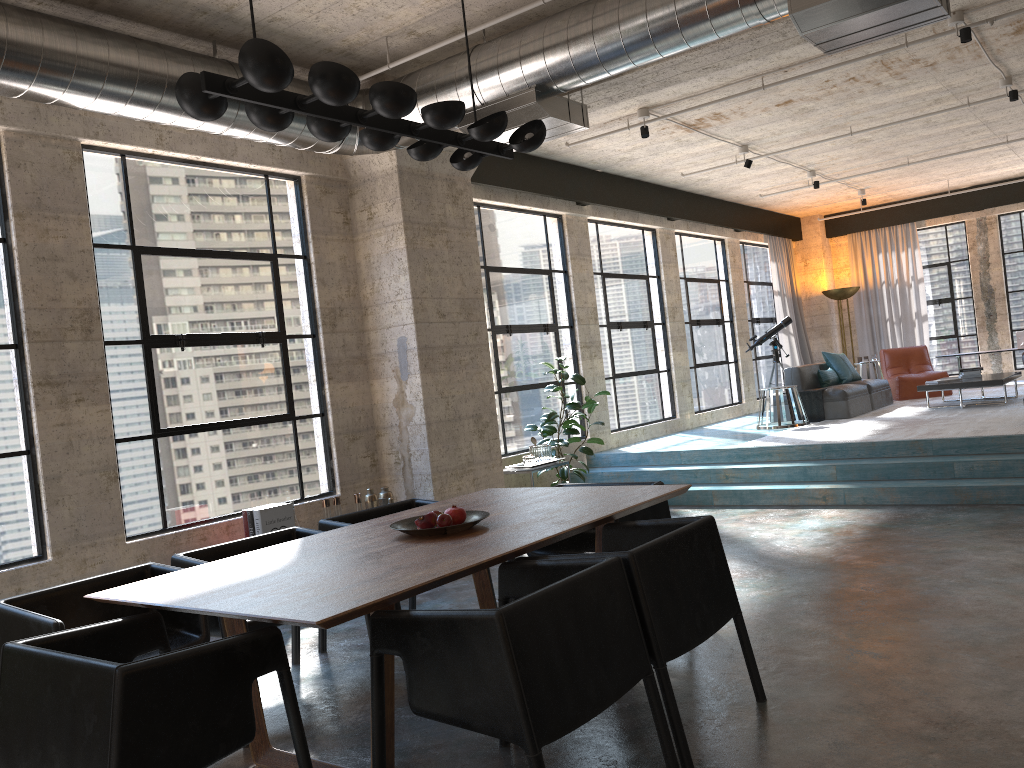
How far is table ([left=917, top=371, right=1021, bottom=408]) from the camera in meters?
10.0

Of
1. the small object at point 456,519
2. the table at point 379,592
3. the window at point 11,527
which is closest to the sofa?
the table at point 379,592

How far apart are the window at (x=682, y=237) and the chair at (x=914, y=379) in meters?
2.2 m

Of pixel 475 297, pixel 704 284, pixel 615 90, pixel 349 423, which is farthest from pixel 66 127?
pixel 704 284

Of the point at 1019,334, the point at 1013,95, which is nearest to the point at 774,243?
the point at 1019,334

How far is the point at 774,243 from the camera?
14.7 meters

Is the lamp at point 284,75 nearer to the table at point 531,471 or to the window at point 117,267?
the window at point 117,267

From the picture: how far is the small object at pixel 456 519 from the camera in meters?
3.8 m

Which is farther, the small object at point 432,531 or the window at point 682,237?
the window at point 682,237

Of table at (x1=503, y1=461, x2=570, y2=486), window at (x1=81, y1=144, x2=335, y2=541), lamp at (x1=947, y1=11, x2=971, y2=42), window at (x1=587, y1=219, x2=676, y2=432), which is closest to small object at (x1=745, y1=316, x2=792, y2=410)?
window at (x1=587, y1=219, x2=676, y2=432)
